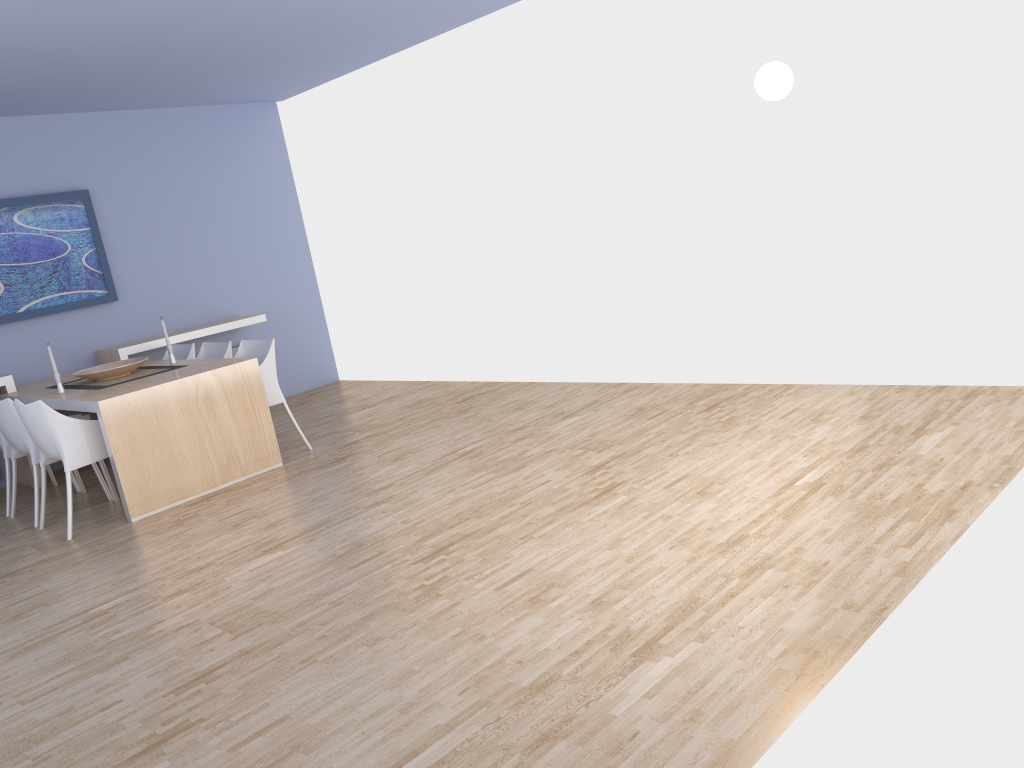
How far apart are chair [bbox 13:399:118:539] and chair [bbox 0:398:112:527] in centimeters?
15cm

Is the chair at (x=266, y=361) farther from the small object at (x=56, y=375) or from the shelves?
the shelves

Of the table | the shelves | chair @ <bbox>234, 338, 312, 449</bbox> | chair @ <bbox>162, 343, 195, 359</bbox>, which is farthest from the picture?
chair @ <bbox>234, 338, 312, 449</bbox>

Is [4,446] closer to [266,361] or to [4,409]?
[4,409]

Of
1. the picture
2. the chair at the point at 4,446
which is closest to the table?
the chair at the point at 4,446

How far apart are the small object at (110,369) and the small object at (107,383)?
0.0m

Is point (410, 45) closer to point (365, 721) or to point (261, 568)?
point (261, 568)

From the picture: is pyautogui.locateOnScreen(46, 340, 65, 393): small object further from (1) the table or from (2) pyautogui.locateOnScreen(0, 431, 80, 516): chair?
(2) pyautogui.locateOnScreen(0, 431, 80, 516): chair

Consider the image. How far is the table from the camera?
5.0 meters

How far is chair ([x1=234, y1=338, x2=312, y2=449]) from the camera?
5.8m
